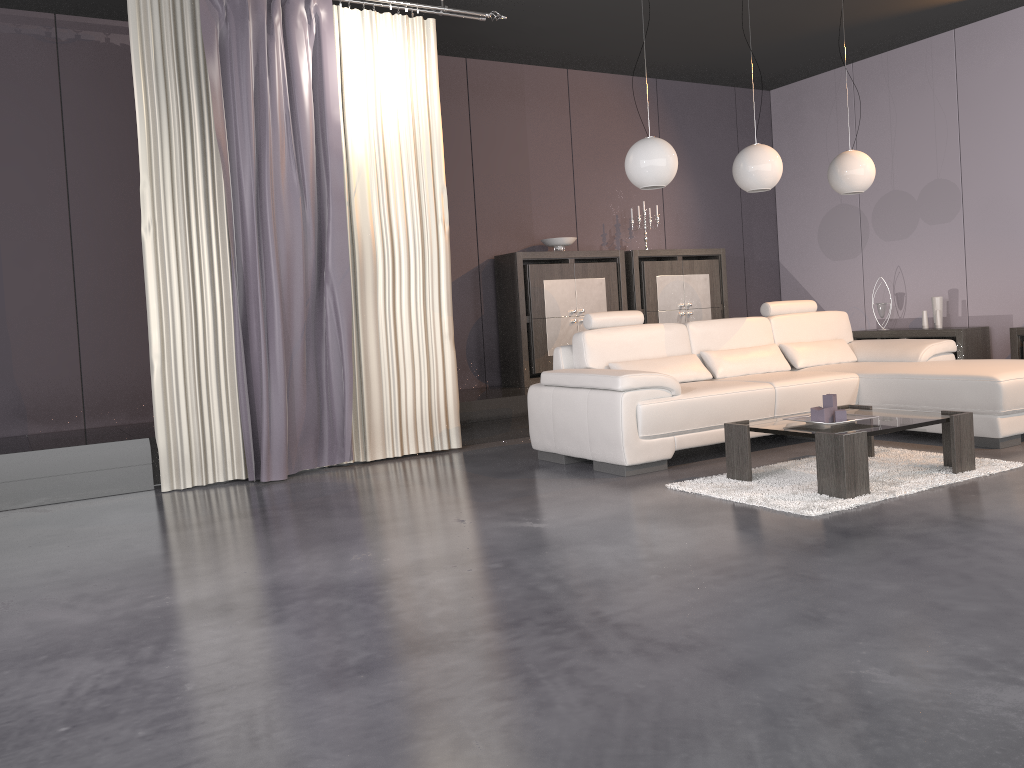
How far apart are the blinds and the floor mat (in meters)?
2.02

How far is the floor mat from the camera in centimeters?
373cm

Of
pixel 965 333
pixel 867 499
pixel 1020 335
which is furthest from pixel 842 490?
pixel 965 333

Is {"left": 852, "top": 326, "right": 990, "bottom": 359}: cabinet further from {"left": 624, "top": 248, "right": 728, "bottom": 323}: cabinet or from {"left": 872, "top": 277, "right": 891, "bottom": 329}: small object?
{"left": 624, "top": 248, "right": 728, "bottom": 323}: cabinet

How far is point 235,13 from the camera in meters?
4.9 m

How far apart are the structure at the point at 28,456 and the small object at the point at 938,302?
3.6 meters

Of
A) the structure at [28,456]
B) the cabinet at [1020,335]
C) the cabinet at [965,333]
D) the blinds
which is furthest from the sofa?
the cabinet at [965,333]

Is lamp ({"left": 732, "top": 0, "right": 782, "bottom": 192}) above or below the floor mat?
above

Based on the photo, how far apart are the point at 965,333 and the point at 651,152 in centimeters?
355cm

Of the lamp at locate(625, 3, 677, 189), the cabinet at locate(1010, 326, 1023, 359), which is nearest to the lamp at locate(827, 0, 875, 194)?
the lamp at locate(625, 3, 677, 189)
